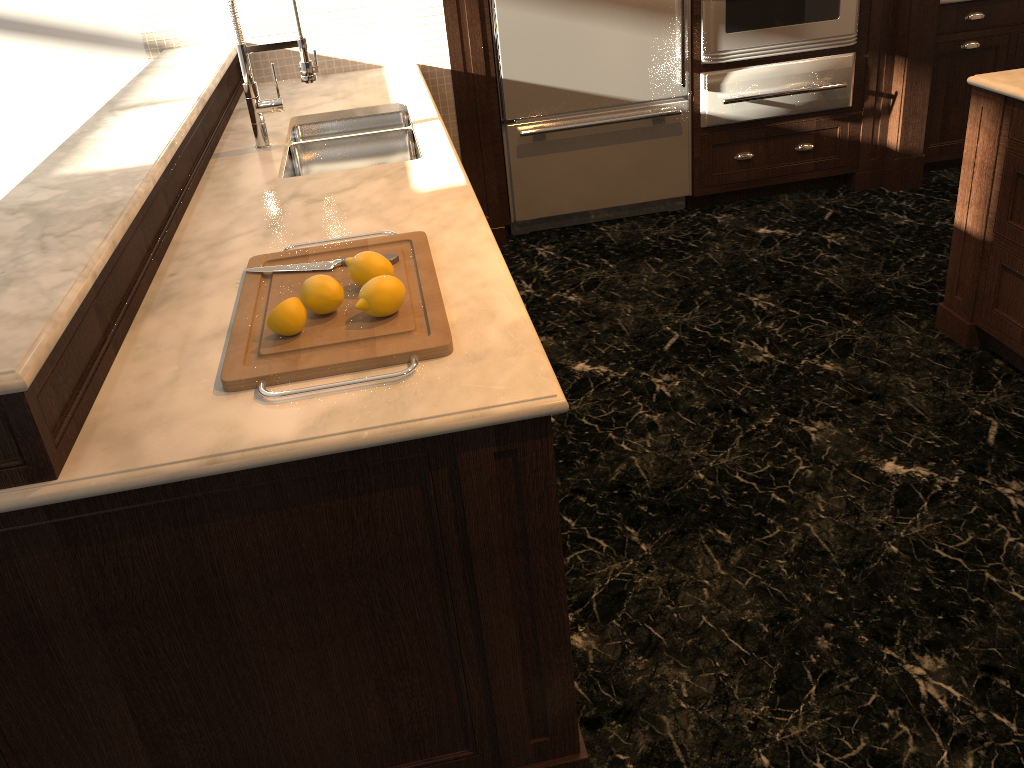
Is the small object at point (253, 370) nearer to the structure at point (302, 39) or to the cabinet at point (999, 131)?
the structure at point (302, 39)

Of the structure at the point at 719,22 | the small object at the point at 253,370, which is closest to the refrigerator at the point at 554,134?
the structure at the point at 719,22

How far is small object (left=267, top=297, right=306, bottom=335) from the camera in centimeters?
151cm

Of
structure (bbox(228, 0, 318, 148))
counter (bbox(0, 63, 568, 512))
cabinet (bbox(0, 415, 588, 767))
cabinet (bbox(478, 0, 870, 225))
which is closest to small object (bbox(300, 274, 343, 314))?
counter (bbox(0, 63, 568, 512))

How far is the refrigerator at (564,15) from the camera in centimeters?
378cm

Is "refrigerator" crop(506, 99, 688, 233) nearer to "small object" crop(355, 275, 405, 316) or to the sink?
the sink

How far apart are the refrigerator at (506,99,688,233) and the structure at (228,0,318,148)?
1.44m

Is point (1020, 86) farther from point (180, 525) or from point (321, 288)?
point (180, 525)

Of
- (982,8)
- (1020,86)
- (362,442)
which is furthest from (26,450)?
(982,8)

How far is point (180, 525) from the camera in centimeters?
137cm
